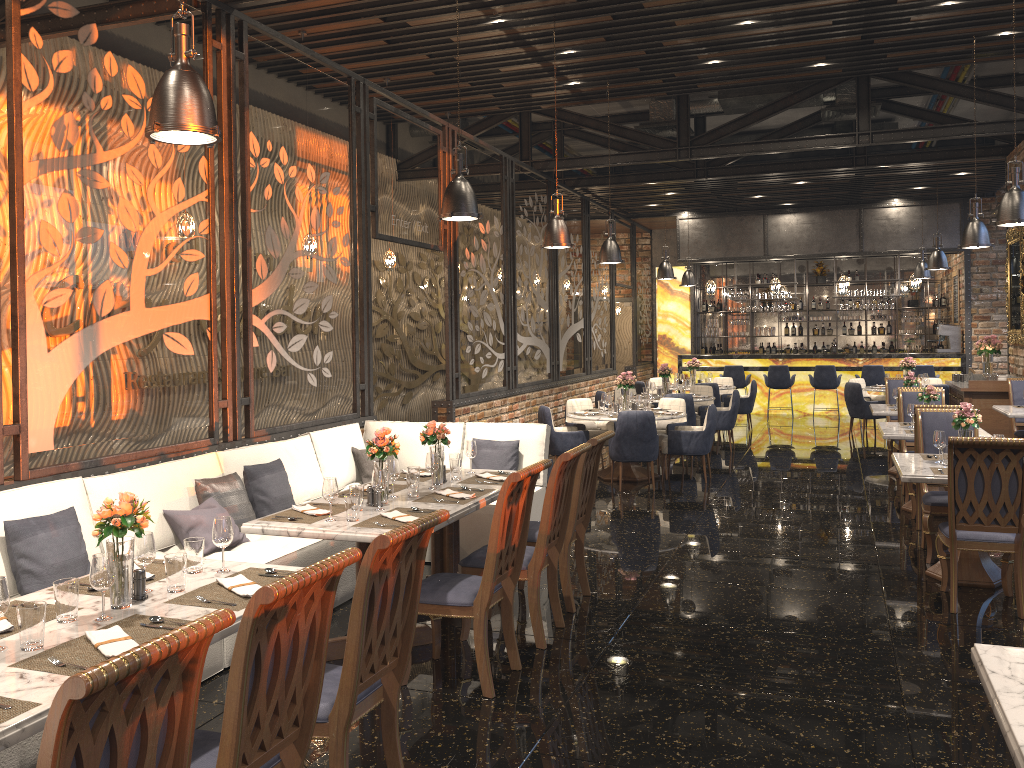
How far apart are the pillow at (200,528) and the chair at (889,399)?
8.2m

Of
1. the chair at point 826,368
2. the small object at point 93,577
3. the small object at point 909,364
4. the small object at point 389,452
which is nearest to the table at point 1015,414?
the small object at point 909,364

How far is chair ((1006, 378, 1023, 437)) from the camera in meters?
10.5 m

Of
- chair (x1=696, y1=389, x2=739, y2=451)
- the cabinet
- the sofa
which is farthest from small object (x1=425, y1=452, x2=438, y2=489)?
the cabinet

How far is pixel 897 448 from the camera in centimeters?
968cm

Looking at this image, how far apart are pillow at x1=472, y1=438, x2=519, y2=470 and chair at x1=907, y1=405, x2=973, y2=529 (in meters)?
3.39

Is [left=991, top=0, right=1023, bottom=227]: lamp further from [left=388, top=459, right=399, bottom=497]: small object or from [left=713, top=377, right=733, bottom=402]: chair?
[left=713, top=377, right=733, bottom=402]: chair

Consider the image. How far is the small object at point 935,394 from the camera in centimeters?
802cm

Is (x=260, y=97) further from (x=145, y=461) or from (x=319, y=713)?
(x=319, y=713)

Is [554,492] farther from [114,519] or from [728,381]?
[728,381]
